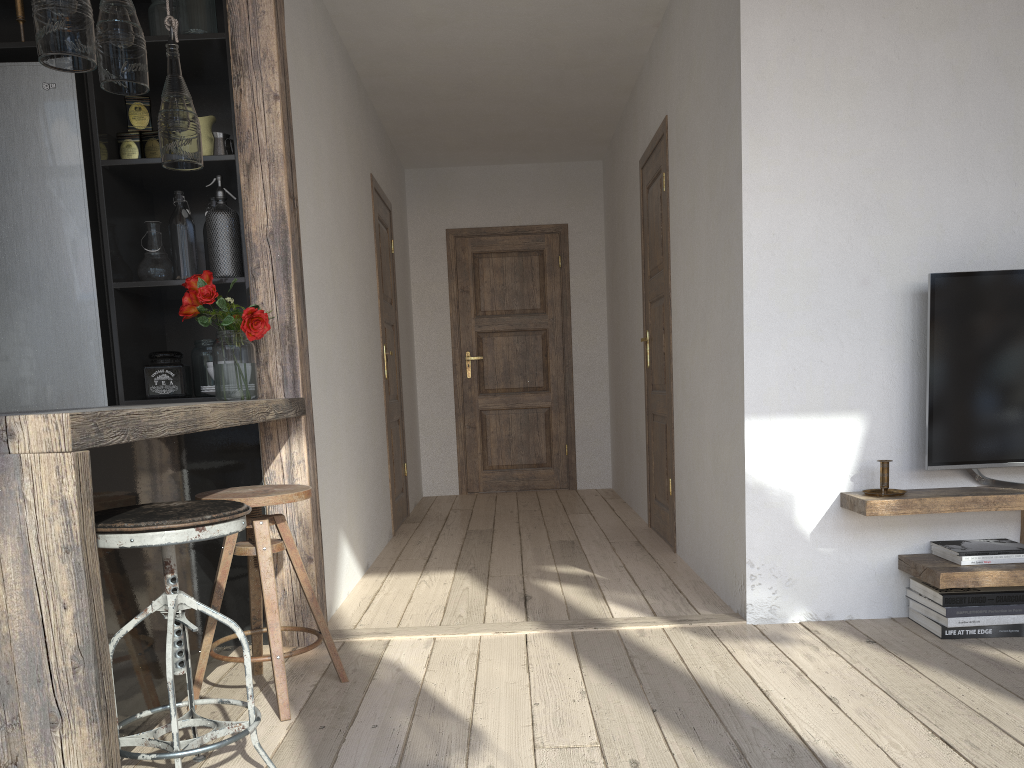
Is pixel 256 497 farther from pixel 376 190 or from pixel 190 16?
pixel 376 190

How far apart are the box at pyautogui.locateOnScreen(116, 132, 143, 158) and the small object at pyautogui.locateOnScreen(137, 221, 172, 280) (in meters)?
0.24

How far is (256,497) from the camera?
2.3m

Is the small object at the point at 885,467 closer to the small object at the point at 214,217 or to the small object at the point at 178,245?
the small object at the point at 214,217

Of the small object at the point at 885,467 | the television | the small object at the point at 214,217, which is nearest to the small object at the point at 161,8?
the small object at the point at 214,217

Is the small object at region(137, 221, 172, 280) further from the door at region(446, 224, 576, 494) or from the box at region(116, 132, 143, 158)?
the door at region(446, 224, 576, 494)

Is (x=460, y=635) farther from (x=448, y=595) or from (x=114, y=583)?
(x=114, y=583)

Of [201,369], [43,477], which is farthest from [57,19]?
[201,369]

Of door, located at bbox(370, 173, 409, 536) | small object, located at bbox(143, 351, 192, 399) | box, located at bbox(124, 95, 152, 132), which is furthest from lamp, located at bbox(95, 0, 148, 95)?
door, located at bbox(370, 173, 409, 536)

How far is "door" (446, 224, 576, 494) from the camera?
7.0 meters
